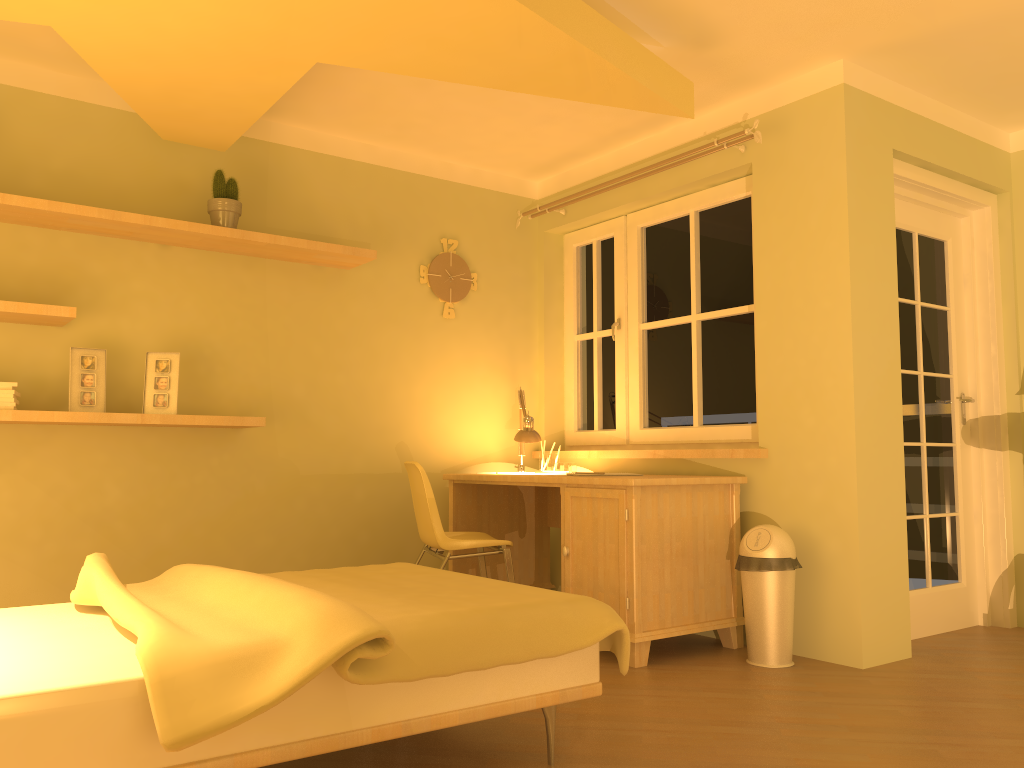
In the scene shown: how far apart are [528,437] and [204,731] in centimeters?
286cm

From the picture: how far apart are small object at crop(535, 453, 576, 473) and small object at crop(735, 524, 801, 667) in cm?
120

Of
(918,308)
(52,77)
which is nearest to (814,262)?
(918,308)

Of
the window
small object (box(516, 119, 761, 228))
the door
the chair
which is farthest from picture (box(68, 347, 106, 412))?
the door

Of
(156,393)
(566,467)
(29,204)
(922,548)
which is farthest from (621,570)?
(29,204)

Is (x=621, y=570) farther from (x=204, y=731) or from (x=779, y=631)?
(x=204, y=731)

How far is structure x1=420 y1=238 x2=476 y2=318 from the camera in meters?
4.7

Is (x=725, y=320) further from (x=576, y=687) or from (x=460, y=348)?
(x=576, y=687)

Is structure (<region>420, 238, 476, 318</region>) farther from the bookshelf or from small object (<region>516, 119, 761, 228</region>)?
small object (<region>516, 119, 761, 228</region>)

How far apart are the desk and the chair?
0.2 meters
